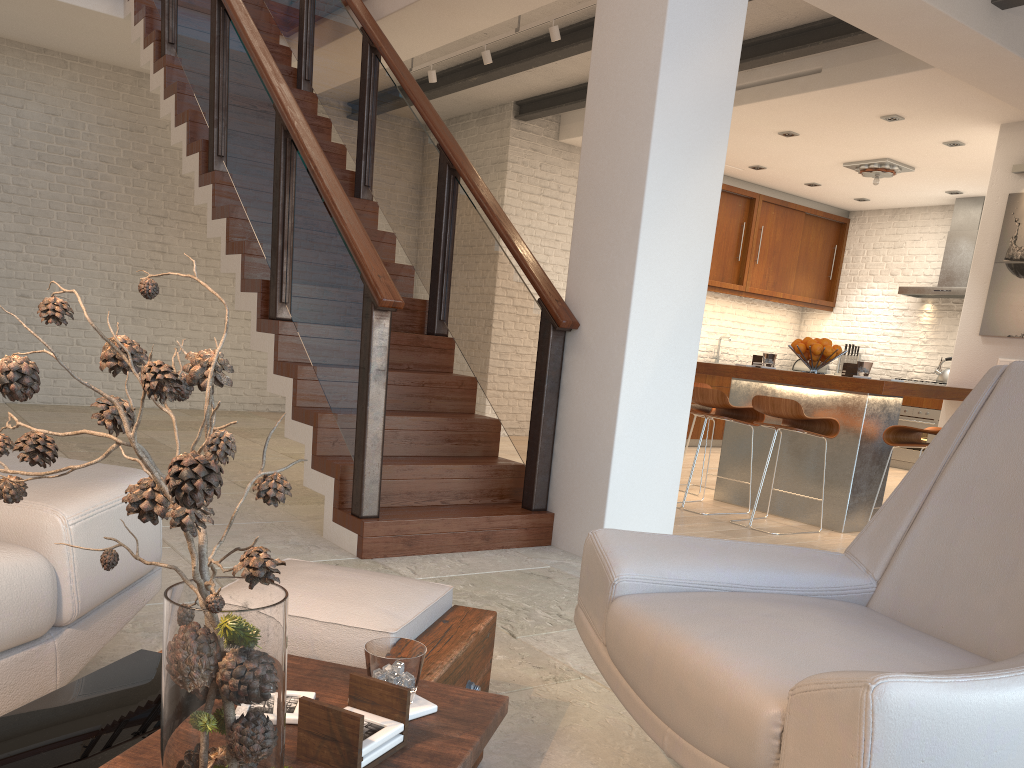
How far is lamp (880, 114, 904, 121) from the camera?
6.8m

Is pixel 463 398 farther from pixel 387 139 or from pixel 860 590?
pixel 860 590

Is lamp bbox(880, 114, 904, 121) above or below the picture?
above

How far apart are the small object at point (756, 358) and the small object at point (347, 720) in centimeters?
523cm

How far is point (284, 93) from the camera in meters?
4.4

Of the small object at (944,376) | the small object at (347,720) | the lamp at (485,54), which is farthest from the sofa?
the small object at (944,376)

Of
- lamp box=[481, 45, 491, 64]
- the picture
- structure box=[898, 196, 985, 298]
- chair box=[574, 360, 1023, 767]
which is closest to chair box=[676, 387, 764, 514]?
the picture

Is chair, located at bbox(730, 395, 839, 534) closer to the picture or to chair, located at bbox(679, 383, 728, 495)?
chair, located at bbox(679, 383, 728, 495)

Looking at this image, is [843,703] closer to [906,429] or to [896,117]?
[906,429]

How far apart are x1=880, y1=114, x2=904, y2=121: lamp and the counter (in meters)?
2.62
